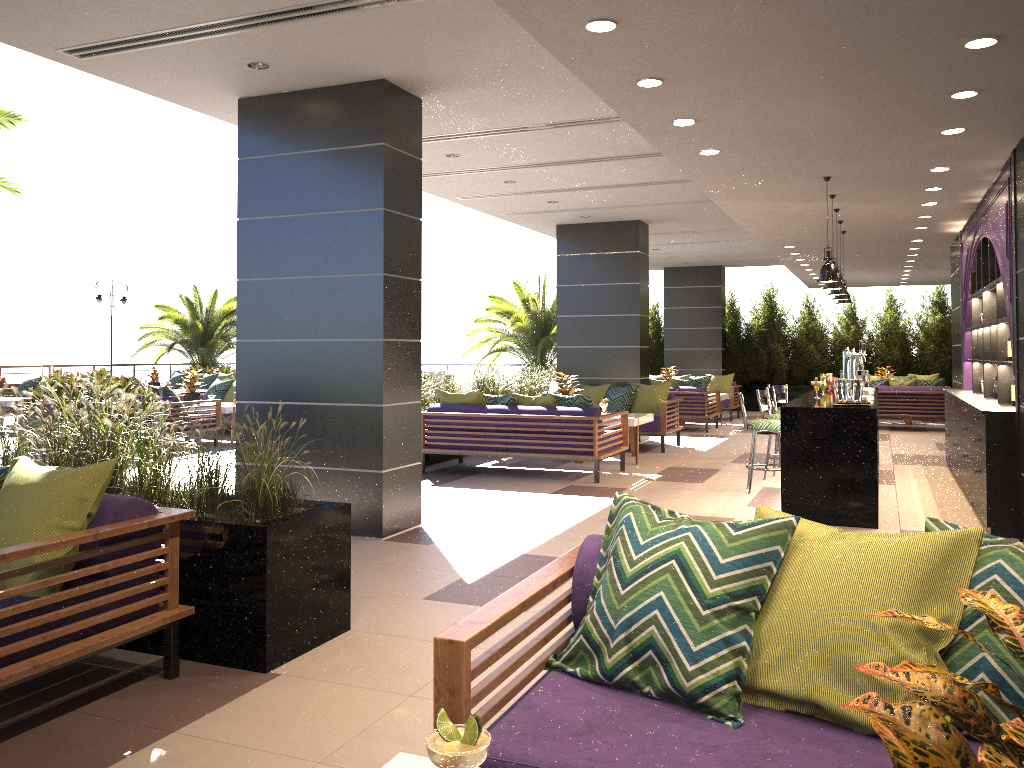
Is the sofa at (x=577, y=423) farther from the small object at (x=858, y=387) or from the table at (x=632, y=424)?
the small object at (x=858, y=387)

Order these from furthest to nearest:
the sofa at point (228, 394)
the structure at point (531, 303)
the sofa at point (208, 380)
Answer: the sofa at point (208, 380), the structure at point (531, 303), the sofa at point (228, 394)

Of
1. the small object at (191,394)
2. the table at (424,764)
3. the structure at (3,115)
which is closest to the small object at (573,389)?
the small object at (191,394)

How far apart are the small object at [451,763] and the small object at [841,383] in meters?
6.1

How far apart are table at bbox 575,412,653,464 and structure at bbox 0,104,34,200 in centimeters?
840cm

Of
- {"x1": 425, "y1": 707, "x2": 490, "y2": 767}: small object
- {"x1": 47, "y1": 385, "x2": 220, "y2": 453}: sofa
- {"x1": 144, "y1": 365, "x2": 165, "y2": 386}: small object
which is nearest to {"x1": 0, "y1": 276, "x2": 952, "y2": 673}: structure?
{"x1": 425, "y1": 707, "x2": 490, "y2": 767}: small object

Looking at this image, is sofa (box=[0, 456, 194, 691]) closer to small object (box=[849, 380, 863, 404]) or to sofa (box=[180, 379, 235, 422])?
small object (box=[849, 380, 863, 404])

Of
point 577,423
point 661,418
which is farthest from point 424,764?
point 661,418

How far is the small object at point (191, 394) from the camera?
13.44m

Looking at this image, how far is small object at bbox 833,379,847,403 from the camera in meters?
6.9 m
